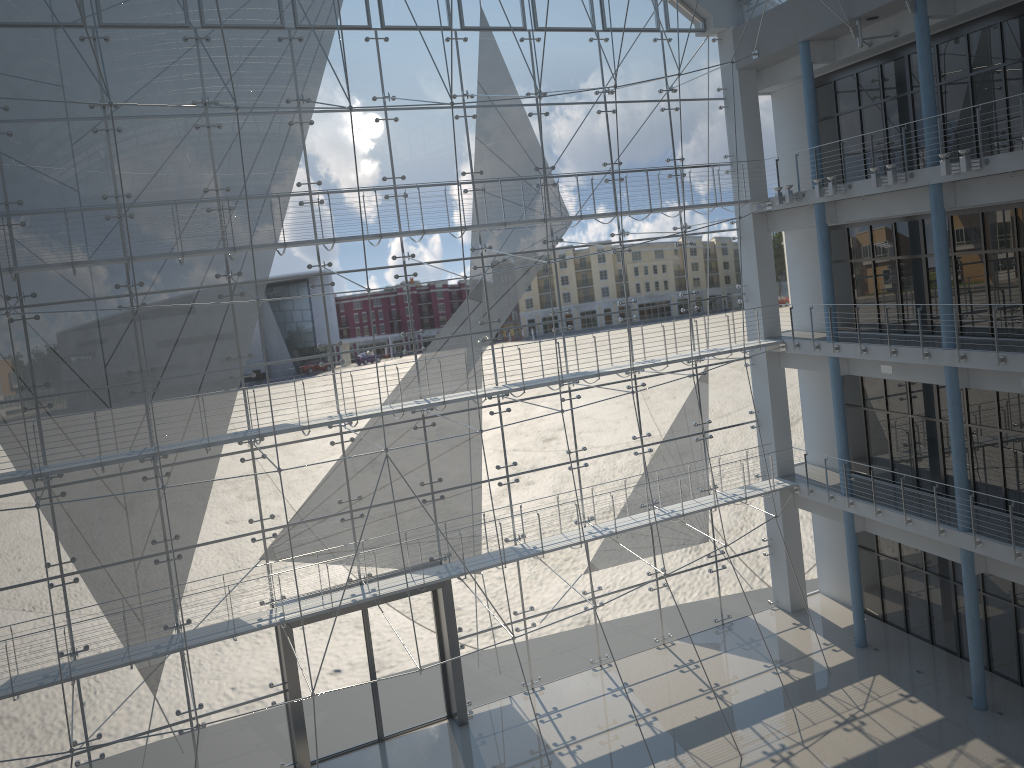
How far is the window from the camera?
2.39m

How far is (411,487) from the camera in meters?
2.8 m

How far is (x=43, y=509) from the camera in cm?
239

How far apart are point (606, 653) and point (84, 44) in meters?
2.5 m

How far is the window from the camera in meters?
2.4
